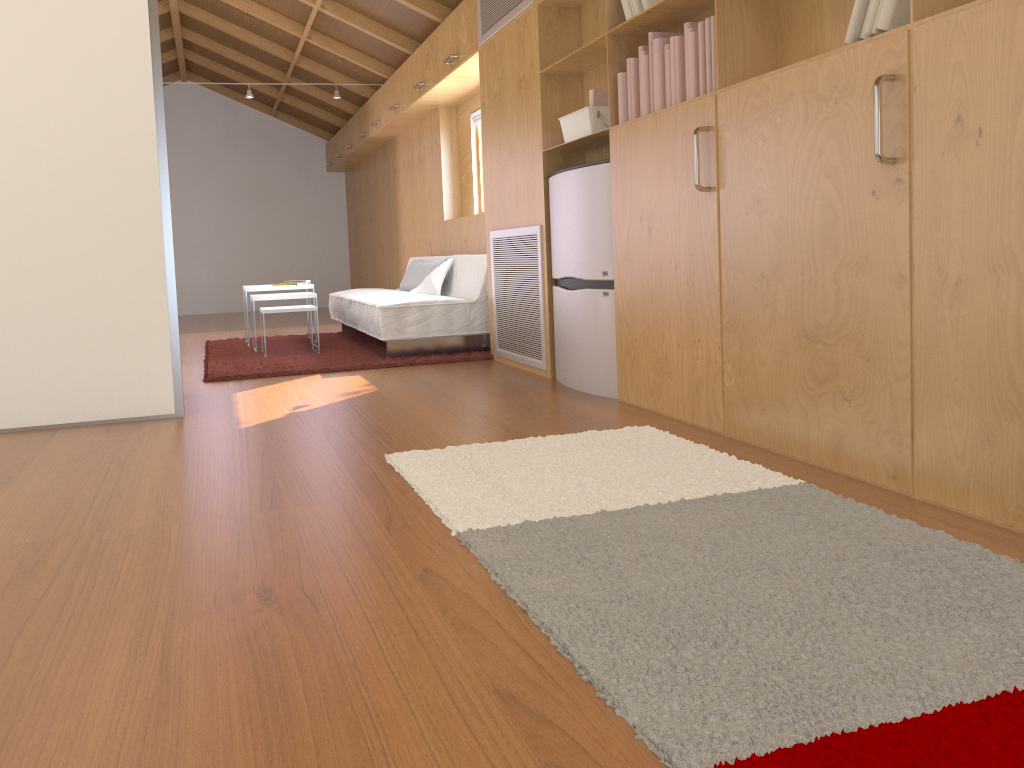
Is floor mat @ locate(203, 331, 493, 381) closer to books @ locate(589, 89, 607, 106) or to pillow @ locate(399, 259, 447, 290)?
pillow @ locate(399, 259, 447, 290)

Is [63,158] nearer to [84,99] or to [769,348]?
[84,99]

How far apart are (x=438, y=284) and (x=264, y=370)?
1.44m

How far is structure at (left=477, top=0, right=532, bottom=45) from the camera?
4.32m

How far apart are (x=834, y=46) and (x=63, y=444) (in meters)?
2.89

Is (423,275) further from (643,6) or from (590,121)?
(643,6)

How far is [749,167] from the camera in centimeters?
261cm

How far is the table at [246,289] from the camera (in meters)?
6.31

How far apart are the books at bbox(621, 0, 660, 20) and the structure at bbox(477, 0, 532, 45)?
1.0m

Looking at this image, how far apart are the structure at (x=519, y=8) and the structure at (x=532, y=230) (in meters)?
1.05
